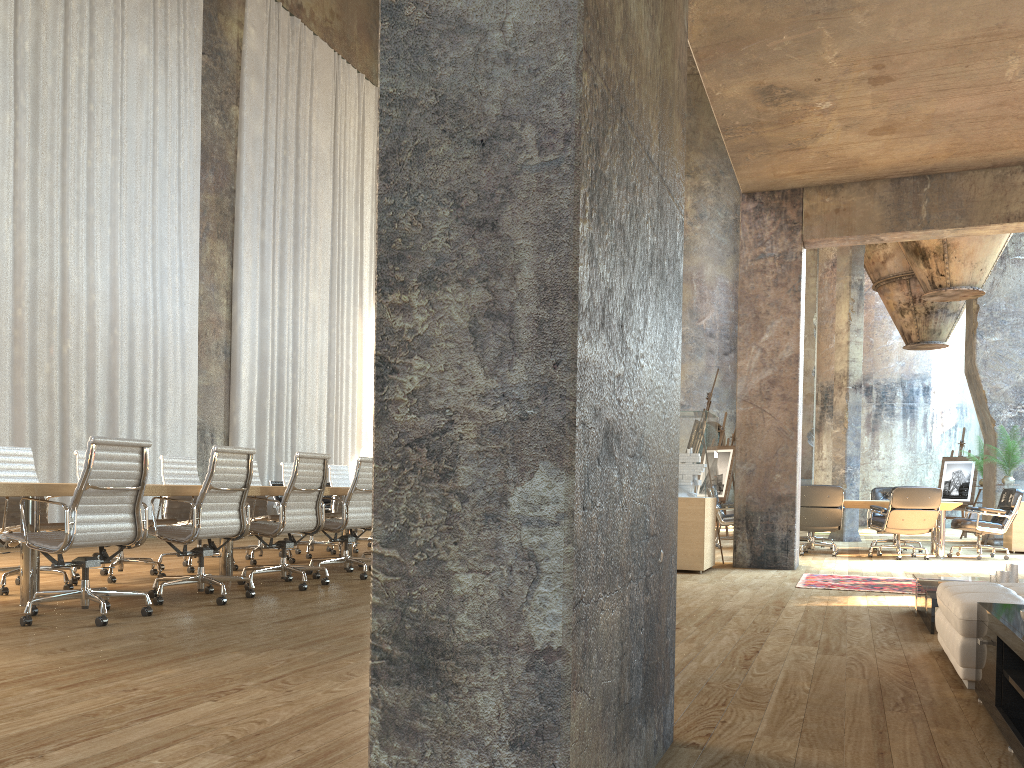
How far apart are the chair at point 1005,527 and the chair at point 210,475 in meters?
8.8 m

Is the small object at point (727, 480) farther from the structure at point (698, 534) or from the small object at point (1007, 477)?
the small object at point (1007, 477)

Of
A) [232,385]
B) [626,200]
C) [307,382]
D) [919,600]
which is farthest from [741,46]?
[307,382]

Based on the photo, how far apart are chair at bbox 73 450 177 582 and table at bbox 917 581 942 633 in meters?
5.6 m

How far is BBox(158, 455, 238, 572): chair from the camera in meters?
7.8 m

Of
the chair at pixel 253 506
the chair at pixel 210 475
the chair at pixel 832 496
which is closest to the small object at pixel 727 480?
the chair at pixel 832 496

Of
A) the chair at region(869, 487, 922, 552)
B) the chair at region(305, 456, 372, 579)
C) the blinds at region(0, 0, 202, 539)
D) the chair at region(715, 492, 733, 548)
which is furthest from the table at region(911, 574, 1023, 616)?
the blinds at region(0, 0, 202, 539)

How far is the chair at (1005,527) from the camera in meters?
10.6

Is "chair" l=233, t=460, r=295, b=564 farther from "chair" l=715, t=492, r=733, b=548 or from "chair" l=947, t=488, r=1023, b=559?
"chair" l=947, t=488, r=1023, b=559

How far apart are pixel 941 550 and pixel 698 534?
4.41m
